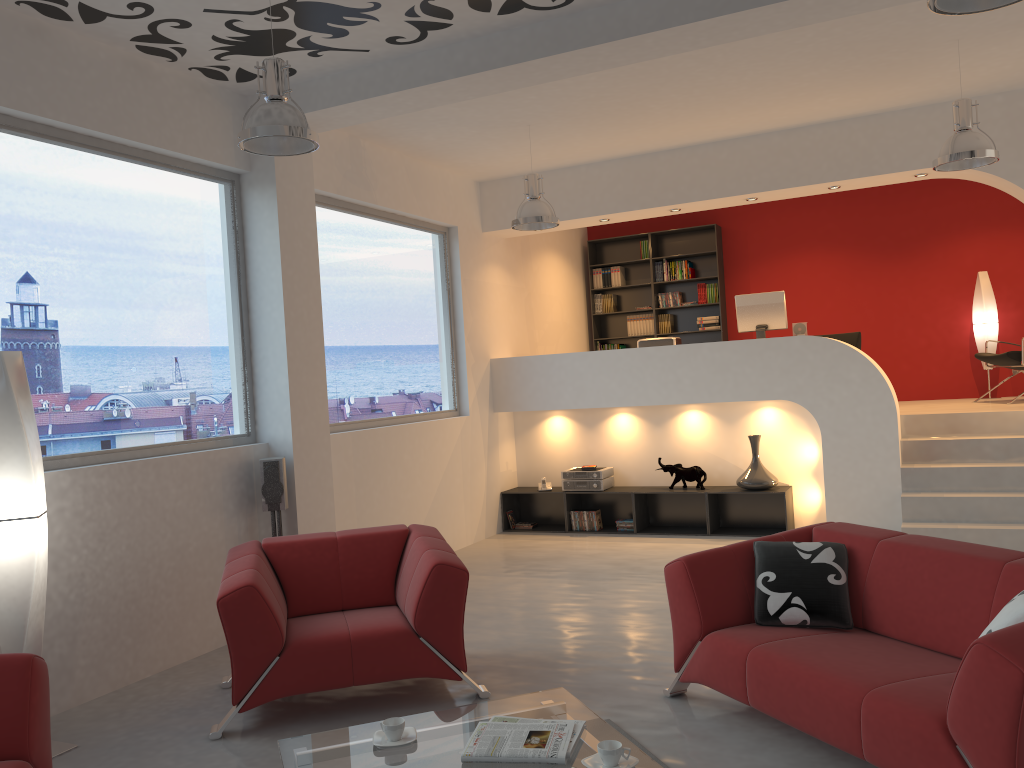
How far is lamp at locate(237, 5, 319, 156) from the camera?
4.08m

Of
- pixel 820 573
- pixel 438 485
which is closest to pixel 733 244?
pixel 438 485

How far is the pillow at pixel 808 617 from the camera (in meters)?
3.75

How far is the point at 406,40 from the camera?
5.09m

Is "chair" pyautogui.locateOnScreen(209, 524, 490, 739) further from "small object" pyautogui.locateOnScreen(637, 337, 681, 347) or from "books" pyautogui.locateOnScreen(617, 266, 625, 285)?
"books" pyautogui.locateOnScreen(617, 266, 625, 285)

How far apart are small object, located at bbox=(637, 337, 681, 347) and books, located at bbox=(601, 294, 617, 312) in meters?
2.6

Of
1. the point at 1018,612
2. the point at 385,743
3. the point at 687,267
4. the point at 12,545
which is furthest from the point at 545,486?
the point at 1018,612

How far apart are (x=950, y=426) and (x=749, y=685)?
5.0 meters

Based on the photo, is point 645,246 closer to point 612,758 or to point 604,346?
point 604,346

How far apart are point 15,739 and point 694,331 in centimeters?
883cm
